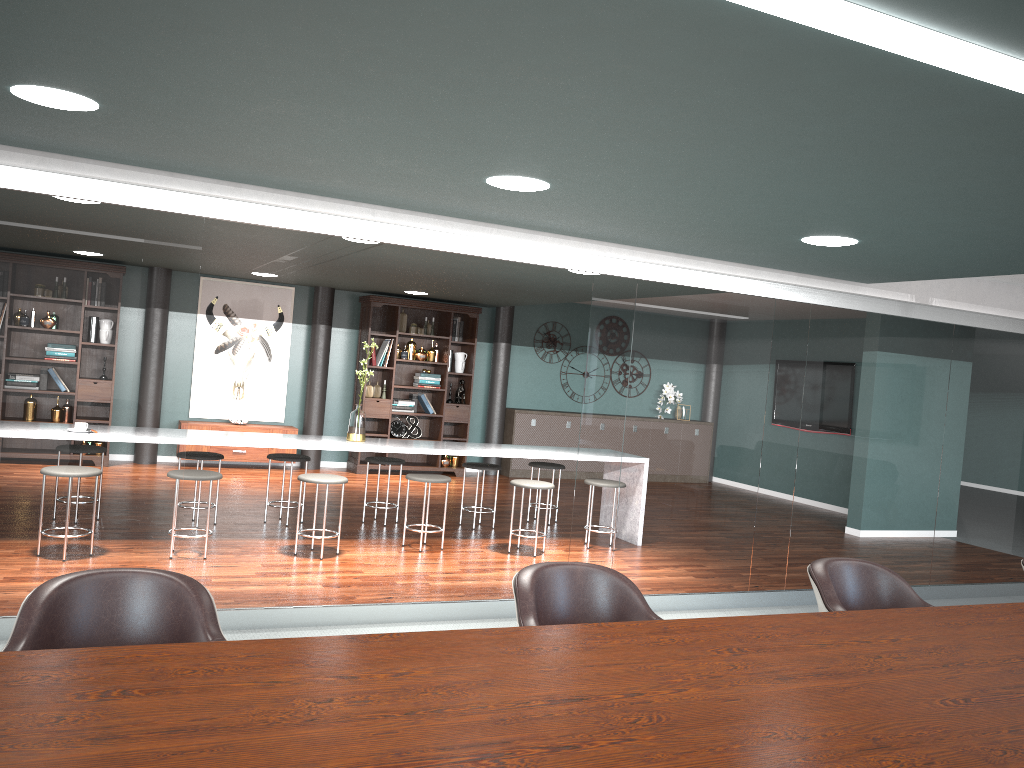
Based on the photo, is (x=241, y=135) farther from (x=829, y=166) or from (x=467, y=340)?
(x=467, y=340)

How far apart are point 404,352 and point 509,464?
1.9 meters

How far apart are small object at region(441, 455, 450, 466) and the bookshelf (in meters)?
0.09

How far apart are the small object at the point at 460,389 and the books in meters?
0.4

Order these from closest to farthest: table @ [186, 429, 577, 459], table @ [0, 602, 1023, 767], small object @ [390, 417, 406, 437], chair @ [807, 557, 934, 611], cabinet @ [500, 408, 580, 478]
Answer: table @ [0, 602, 1023, 767], chair @ [807, 557, 934, 611], table @ [186, 429, 577, 459], small object @ [390, 417, 406, 437], cabinet @ [500, 408, 580, 478]

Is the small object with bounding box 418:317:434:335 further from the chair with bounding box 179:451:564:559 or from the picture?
the chair with bounding box 179:451:564:559

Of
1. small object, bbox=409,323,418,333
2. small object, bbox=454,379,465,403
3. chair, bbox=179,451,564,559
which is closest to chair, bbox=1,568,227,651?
chair, bbox=179,451,564,559

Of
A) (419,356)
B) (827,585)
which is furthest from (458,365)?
(827,585)

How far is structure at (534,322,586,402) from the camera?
11.28m

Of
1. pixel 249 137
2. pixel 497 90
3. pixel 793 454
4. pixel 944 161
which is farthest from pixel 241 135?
pixel 793 454
